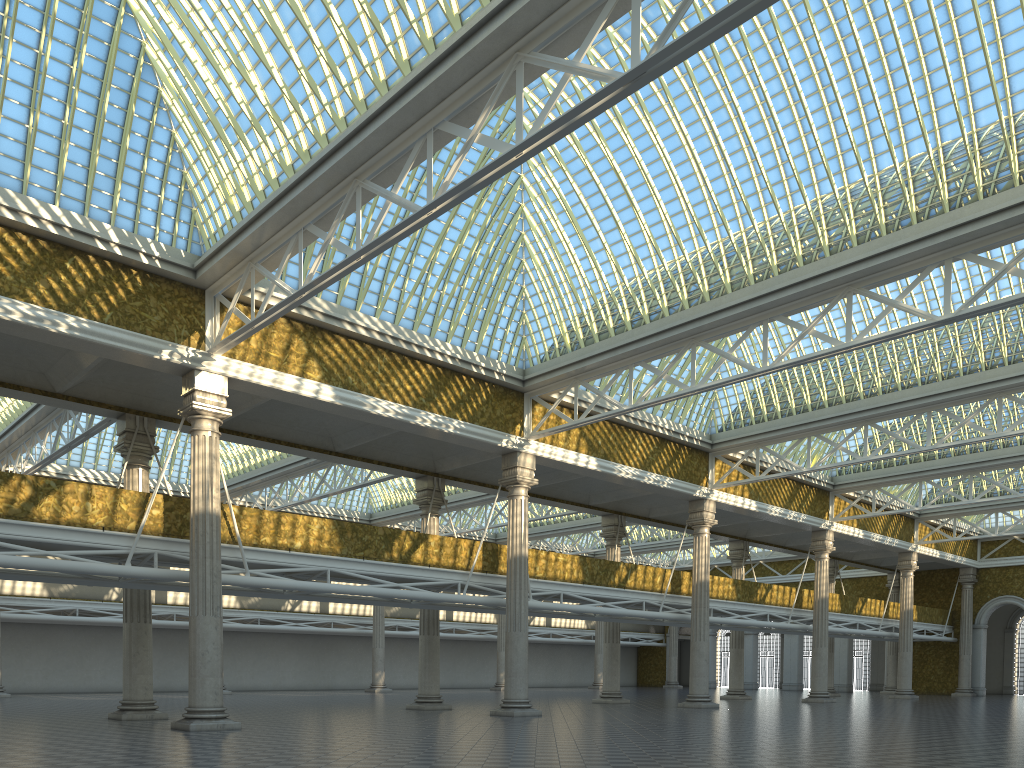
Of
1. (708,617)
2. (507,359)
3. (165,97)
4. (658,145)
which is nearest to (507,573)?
(507,359)
